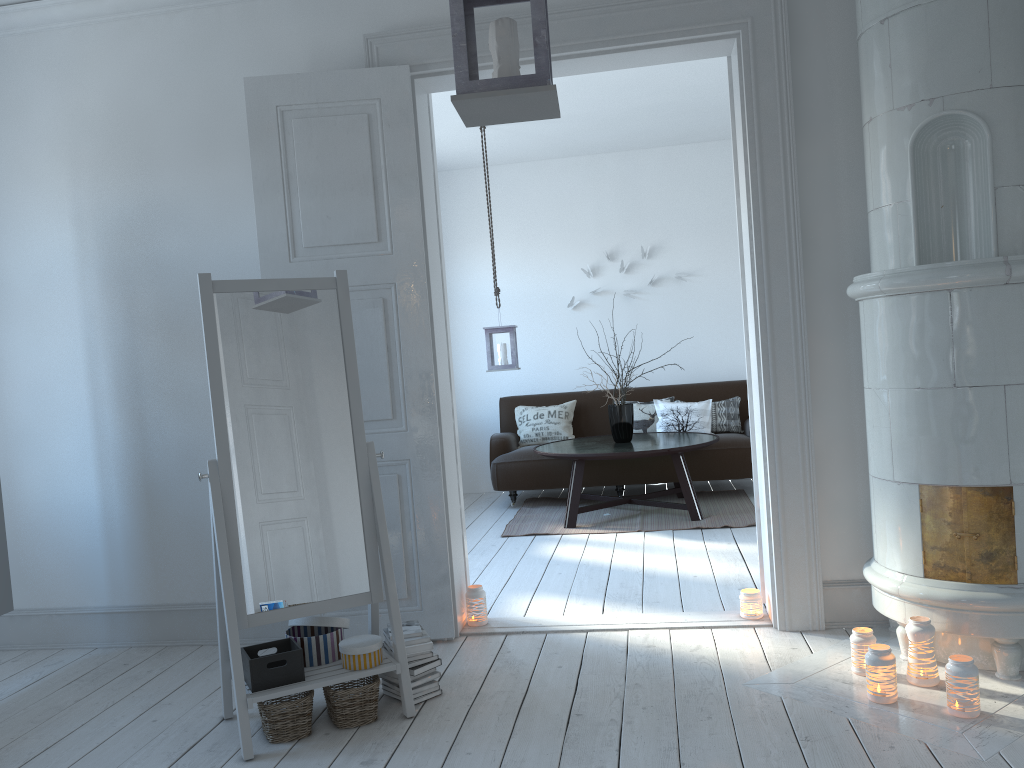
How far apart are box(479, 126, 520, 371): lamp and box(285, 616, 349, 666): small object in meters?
3.4

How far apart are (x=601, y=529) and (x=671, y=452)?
0.7 meters

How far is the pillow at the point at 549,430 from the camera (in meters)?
7.12

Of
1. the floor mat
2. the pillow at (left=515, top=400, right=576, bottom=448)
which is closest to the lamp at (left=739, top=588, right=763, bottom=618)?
the floor mat

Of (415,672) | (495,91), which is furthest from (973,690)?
(495,91)

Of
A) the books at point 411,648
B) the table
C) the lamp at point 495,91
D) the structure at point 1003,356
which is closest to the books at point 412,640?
the books at point 411,648

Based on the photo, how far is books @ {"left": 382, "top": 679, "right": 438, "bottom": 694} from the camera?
3.0 meters

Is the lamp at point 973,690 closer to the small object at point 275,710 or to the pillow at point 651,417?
the small object at point 275,710

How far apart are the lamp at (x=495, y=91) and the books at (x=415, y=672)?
1.8m

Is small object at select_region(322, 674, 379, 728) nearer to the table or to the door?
the door
